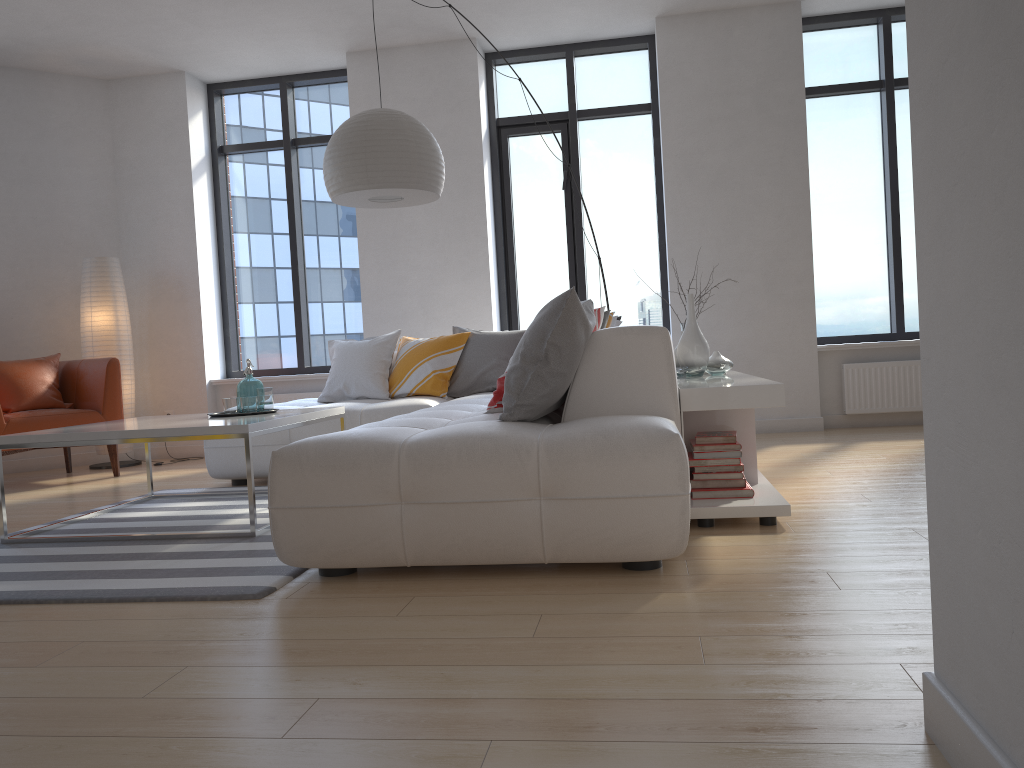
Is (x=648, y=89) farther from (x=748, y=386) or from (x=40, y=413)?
(x=40, y=413)

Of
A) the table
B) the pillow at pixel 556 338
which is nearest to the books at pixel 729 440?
the pillow at pixel 556 338

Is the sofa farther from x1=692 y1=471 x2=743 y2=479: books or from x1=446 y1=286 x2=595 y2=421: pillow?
x1=692 y1=471 x2=743 y2=479: books

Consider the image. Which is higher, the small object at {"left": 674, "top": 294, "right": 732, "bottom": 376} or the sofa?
the small object at {"left": 674, "top": 294, "right": 732, "bottom": 376}

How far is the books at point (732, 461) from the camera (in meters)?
3.29

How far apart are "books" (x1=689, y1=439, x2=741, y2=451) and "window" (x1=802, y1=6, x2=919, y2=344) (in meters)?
3.61

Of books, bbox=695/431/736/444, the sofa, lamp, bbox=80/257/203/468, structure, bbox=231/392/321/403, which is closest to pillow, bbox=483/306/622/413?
the sofa

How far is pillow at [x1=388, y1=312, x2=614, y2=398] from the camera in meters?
5.3 m

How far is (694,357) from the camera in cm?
418

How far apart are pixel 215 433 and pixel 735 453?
2.0 meters
